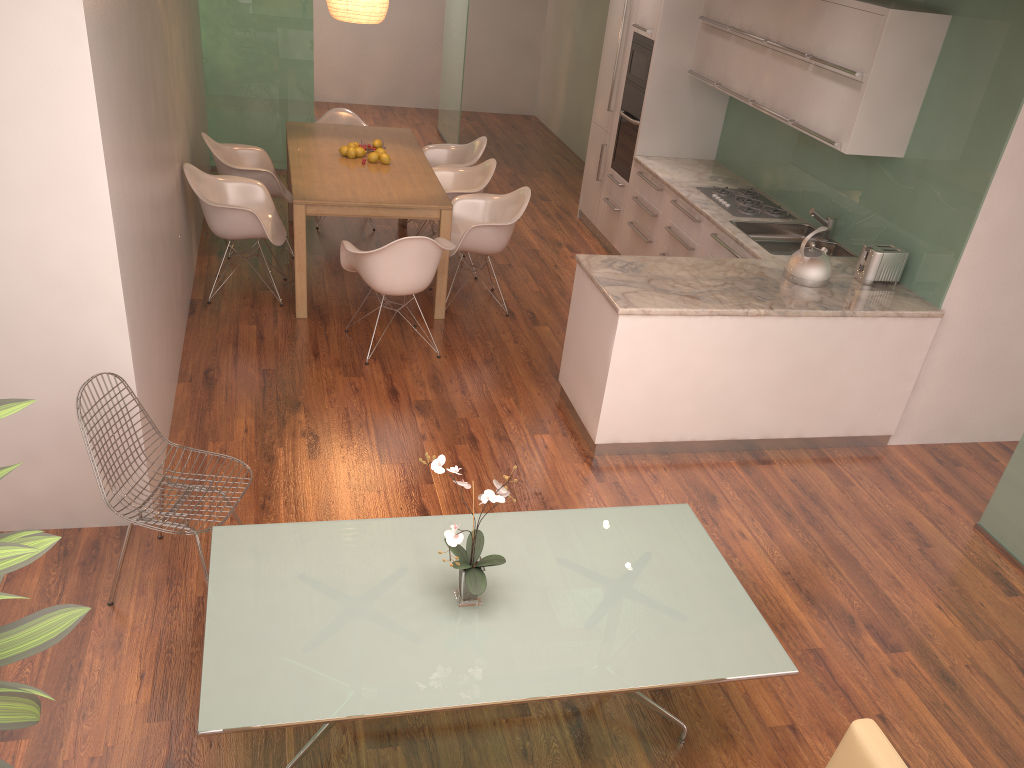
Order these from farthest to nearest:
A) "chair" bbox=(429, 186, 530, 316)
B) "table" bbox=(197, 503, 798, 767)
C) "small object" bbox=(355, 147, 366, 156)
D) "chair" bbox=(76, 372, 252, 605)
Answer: "small object" bbox=(355, 147, 366, 156) < "chair" bbox=(429, 186, 530, 316) < "chair" bbox=(76, 372, 252, 605) < "table" bbox=(197, 503, 798, 767)

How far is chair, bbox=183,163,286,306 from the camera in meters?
5.8 m

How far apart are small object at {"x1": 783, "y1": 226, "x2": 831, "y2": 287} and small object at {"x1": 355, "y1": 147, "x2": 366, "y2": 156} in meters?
3.3 m

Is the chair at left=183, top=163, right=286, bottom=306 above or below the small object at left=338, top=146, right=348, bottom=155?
below

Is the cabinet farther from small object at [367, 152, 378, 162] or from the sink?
small object at [367, 152, 378, 162]

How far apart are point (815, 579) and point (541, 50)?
9.9 meters

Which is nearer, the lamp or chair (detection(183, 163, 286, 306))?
chair (detection(183, 163, 286, 306))

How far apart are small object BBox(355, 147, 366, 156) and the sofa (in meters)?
5.48

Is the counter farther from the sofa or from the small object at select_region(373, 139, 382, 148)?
the sofa

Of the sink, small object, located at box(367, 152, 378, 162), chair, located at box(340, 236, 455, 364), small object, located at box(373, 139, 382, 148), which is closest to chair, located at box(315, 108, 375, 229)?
A: small object, located at box(373, 139, 382, 148)
